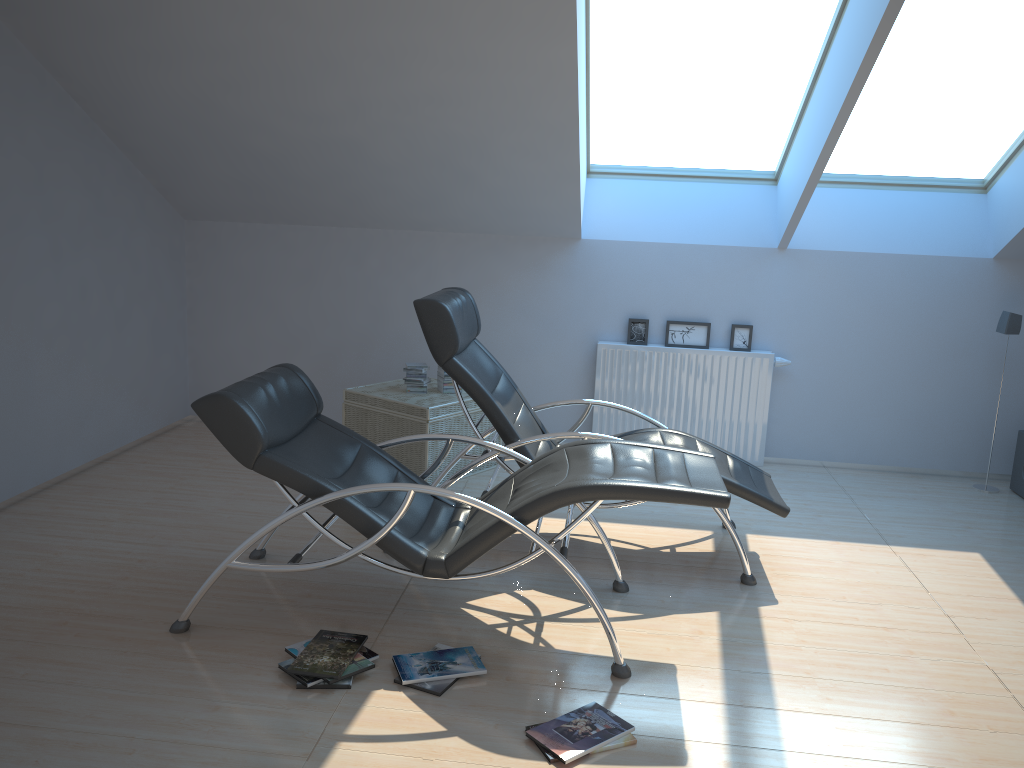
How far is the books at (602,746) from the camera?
2.81m

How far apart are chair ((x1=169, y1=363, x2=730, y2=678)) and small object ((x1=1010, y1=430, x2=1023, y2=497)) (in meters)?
3.17

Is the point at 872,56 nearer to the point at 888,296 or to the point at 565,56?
the point at 565,56

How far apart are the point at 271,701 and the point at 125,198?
3.9m

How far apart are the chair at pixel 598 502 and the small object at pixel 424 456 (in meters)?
1.21

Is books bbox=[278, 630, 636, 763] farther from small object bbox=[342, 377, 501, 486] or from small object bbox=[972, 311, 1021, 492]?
small object bbox=[972, 311, 1021, 492]

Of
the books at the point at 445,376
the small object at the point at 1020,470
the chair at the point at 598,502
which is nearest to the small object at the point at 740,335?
the books at the point at 445,376

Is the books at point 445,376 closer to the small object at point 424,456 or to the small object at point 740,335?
the small object at point 424,456

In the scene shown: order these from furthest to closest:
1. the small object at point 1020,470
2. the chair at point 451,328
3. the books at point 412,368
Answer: the small object at point 1020,470
the books at point 412,368
the chair at point 451,328

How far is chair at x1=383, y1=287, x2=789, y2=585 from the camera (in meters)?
4.15
